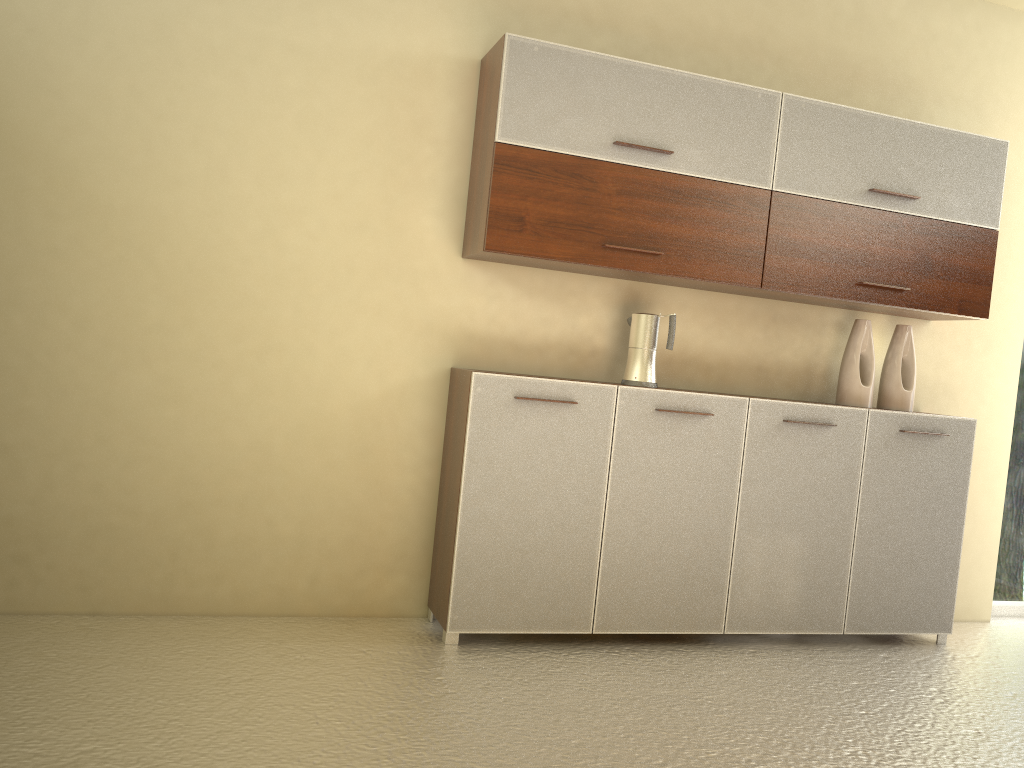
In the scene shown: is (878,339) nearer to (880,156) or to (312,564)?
(880,156)

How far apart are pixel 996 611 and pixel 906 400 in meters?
1.5 m

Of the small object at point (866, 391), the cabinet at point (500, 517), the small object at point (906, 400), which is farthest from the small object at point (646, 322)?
the small object at point (906, 400)

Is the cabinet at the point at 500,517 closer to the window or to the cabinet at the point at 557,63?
the cabinet at the point at 557,63

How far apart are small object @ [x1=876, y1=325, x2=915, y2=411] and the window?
1.02m

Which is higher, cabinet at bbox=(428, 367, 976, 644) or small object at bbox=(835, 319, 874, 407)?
small object at bbox=(835, 319, 874, 407)

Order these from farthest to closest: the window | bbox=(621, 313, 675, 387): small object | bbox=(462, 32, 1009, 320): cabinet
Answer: the window → bbox=(621, 313, 675, 387): small object → bbox=(462, 32, 1009, 320): cabinet

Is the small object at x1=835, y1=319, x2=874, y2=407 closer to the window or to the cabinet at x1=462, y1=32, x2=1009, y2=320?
the cabinet at x1=462, y1=32, x2=1009, y2=320

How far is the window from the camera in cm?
458

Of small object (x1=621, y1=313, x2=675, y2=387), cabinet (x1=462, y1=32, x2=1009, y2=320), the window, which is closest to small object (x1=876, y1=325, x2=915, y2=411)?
cabinet (x1=462, y1=32, x2=1009, y2=320)
